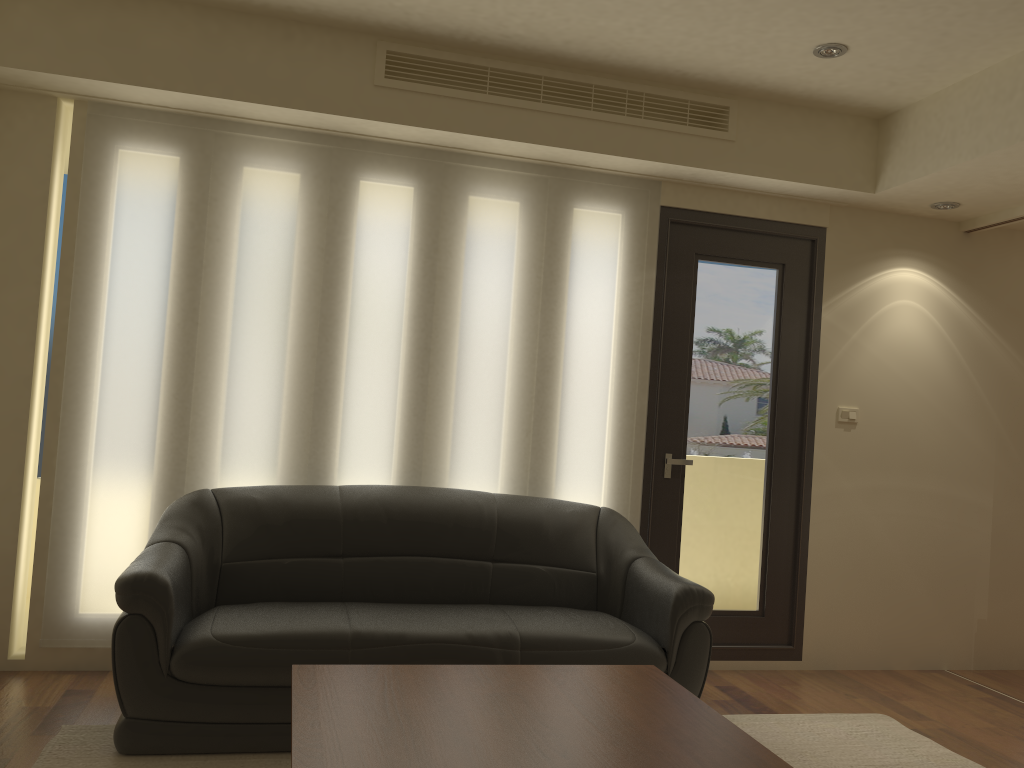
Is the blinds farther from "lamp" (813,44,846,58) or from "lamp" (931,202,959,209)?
"lamp" (931,202,959,209)

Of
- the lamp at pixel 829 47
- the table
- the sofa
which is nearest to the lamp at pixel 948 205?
the lamp at pixel 829 47

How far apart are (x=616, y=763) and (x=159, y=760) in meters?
1.8

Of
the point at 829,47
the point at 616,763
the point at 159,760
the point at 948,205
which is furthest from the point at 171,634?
the point at 948,205

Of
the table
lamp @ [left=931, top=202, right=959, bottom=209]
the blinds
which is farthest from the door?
the table

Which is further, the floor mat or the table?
the floor mat

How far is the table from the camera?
2.1m

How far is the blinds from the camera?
4.1 meters

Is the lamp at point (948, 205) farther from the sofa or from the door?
the sofa

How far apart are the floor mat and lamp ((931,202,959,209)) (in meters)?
2.68
